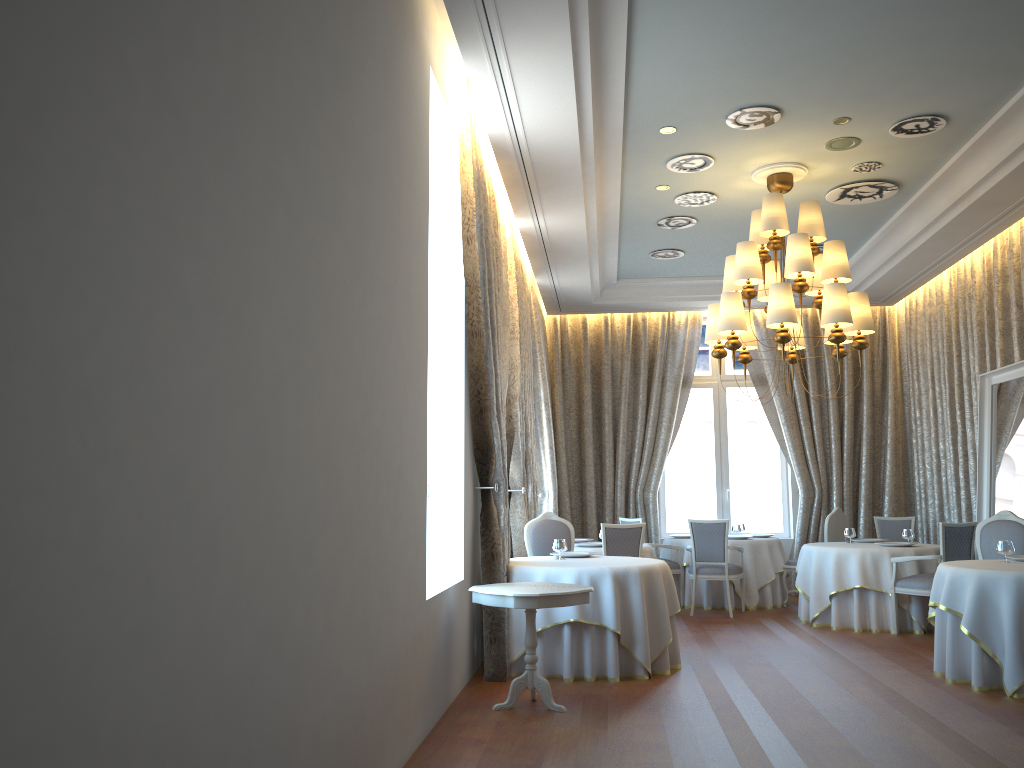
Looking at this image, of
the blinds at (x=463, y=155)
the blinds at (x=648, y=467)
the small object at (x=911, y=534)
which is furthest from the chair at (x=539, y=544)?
the blinds at (x=648, y=467)

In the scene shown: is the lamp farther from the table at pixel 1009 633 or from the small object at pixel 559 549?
the small object at pixel 559 549

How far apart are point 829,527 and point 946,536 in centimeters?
236cm

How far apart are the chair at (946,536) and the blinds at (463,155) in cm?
422

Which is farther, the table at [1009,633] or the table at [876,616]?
the table at [876,616]

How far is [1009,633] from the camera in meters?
6.1

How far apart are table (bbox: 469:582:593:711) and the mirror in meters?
5.0 m

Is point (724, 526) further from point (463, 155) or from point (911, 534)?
point (463, 155)

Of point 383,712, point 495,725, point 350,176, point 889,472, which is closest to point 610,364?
point 889,472

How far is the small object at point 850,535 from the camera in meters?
9.9
